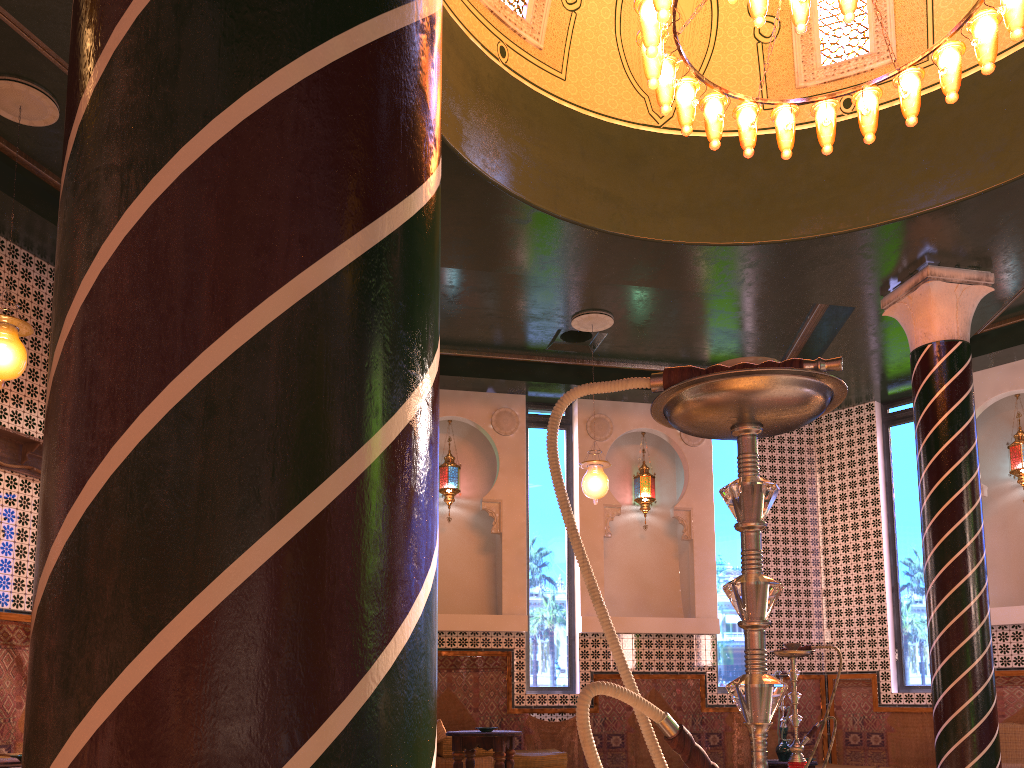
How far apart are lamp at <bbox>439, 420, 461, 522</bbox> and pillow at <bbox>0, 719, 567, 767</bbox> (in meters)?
3.11

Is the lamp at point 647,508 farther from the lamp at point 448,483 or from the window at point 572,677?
Result: the lamp at point 448,483

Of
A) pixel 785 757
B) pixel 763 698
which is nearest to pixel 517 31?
pixel 763 698

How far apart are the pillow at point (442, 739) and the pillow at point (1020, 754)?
5.04m

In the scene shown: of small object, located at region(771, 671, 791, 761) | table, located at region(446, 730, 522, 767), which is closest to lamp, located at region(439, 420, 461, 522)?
table, located at region(446, 730, 522, 767)

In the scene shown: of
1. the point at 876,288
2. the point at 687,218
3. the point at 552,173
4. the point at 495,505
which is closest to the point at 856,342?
the point at 876,288

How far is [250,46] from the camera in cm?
123

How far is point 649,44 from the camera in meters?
6.1

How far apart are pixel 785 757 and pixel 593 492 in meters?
4.5

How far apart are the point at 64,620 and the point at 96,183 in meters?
0.6
